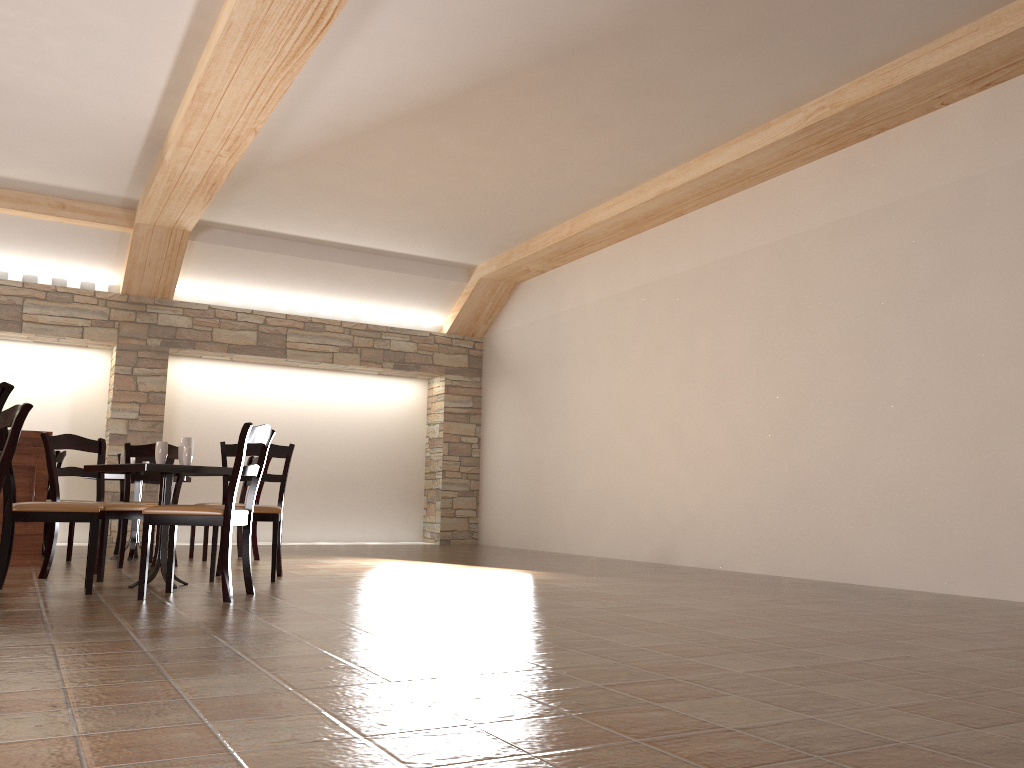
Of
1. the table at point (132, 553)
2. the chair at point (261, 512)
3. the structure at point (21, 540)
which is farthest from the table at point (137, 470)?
the table at point (132, 553)

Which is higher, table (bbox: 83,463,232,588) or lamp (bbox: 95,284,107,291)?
lamp (bbox: 95,284,107,291)

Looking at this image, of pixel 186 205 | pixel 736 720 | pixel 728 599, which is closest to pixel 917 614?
pixel 728 599

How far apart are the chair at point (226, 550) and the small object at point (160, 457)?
0.53m

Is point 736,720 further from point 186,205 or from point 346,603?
point 186,205

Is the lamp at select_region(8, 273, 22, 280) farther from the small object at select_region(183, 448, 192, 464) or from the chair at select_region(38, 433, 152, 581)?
the small object at select_region(183, 448, 192, 464)

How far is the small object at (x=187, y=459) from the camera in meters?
4.9

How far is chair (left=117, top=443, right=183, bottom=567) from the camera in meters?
6.0

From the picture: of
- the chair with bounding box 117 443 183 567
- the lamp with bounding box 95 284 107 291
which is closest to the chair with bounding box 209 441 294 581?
the chair with bounding box 117 443 183 567

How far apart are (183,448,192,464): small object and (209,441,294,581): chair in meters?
0.5
